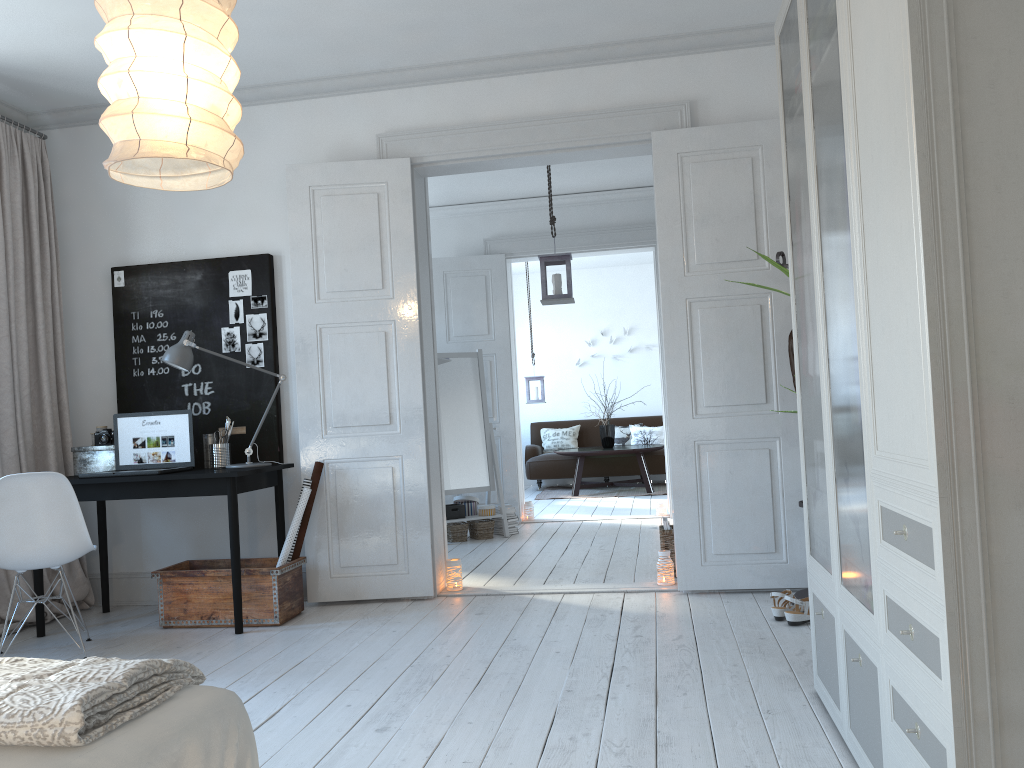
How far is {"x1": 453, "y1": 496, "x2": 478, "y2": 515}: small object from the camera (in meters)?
6.95

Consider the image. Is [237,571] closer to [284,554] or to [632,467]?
[284,554]

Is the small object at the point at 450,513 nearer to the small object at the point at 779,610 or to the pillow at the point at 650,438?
the small object at the point at 779,610

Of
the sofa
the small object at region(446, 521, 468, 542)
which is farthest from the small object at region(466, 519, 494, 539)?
the sofa

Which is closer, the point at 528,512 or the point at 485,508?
the point at 485,508

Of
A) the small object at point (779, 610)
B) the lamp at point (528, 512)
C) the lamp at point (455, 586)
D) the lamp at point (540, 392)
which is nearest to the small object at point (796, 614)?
the small object at point (779, 610)

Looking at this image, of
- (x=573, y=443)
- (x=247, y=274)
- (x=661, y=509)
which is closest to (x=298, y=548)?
(x=247, y=274)

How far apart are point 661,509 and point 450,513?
1.9m

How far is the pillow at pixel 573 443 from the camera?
11.2m

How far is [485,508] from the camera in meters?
6.9
